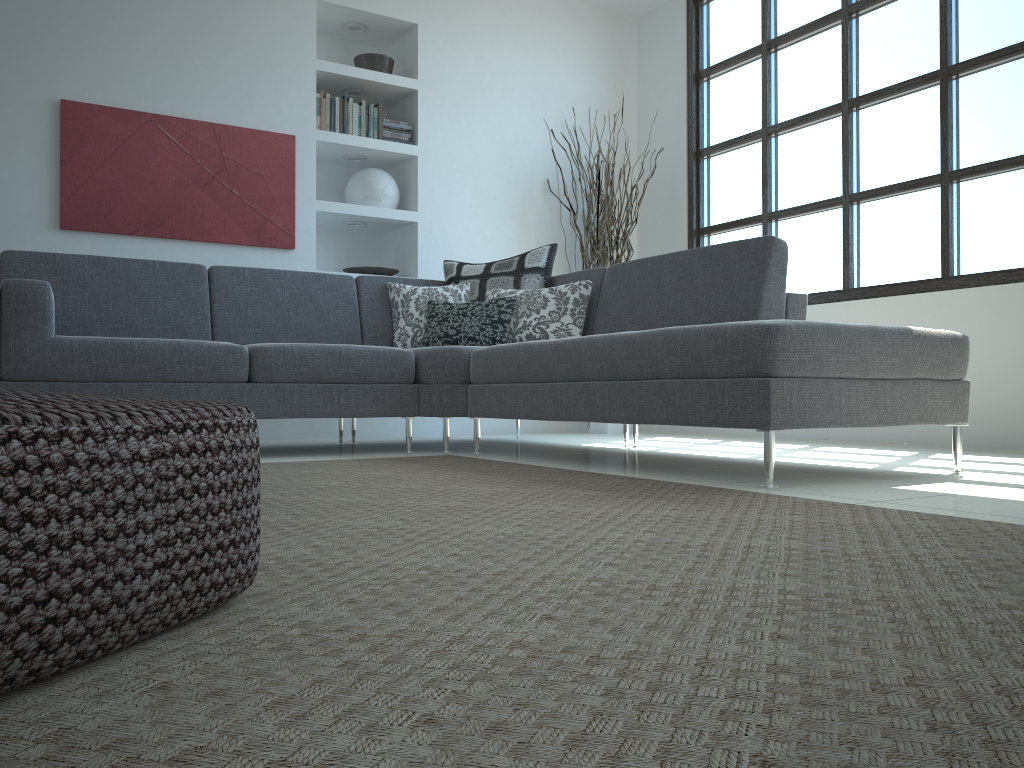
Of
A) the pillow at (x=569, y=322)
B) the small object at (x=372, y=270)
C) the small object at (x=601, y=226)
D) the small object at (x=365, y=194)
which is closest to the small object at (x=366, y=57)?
the small object at (x=365, y=194)

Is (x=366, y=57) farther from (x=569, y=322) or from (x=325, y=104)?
(x=569, y=322)

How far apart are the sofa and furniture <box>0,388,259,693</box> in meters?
1.7 m

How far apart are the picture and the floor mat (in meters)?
2.16

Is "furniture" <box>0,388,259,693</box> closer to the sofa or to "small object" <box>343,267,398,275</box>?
the sofa

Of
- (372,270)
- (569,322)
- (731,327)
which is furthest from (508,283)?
(731,327)

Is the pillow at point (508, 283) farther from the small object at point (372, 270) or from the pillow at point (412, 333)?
the small object at point (372, 270)

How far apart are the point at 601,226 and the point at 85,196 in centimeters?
301cm

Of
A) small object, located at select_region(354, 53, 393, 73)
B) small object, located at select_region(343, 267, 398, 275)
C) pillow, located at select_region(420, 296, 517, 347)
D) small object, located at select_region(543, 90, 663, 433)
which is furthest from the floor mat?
small object, located at select_region(354, 53, 393, 73)

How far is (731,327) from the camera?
2.5m
